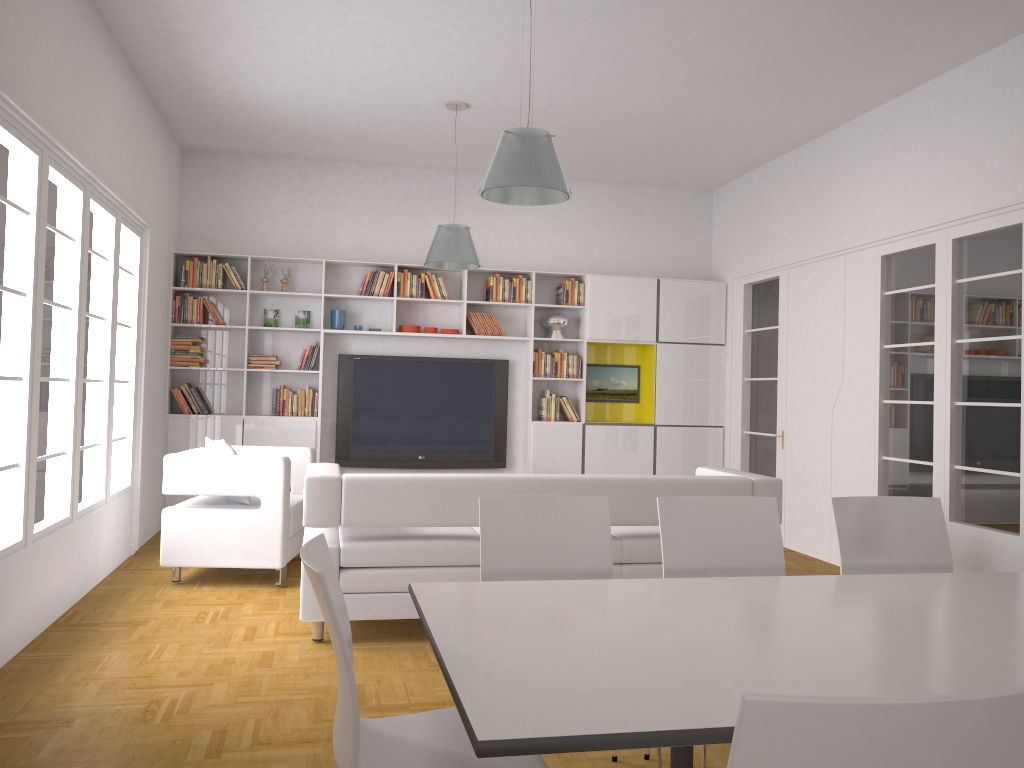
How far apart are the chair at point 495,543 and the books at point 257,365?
5.5m

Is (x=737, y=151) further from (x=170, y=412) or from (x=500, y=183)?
(x=170, y=412)

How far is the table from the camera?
1.59m

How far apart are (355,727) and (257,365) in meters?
6.7

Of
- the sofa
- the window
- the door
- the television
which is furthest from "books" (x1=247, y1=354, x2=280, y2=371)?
the door

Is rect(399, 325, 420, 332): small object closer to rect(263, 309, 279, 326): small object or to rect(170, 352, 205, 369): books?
rect(263, 309, 279, 326): small object

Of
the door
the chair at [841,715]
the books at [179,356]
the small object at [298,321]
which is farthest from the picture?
the chair at [841,715]

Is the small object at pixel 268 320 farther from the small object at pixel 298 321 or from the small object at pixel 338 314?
the small object at pixel 338 314

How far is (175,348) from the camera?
8.0 meters

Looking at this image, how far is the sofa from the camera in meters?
4.5
